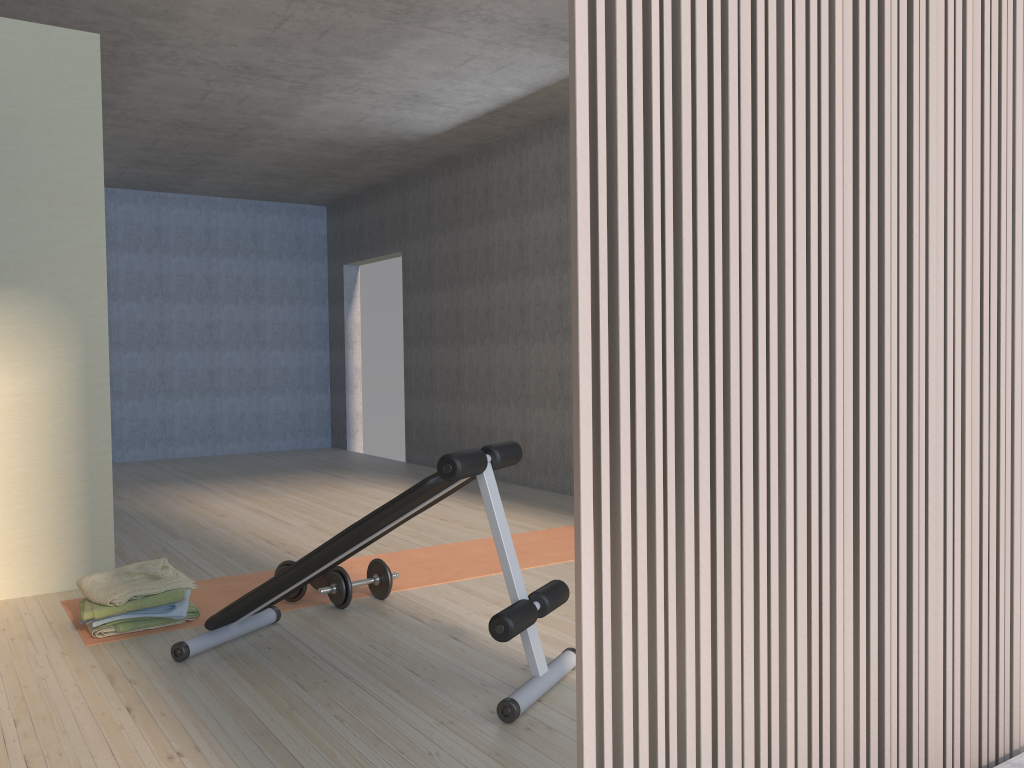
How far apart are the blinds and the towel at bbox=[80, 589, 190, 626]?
2.6 meters

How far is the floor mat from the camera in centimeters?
378cm

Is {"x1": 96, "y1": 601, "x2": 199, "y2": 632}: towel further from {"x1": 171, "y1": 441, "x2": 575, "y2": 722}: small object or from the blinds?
A: the blinds

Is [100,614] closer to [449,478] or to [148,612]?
[148,612]

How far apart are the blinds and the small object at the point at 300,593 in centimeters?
266cm

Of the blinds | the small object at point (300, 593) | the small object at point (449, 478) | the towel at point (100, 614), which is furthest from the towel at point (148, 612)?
the blinds

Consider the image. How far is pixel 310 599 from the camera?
3.8 meters

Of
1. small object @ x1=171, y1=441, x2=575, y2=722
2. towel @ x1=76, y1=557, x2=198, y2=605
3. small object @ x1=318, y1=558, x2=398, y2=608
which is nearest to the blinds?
small object @ x1=171, y1=441, x2=575, y2=722

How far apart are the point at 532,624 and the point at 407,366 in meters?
6.1

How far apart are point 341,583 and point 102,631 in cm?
89
